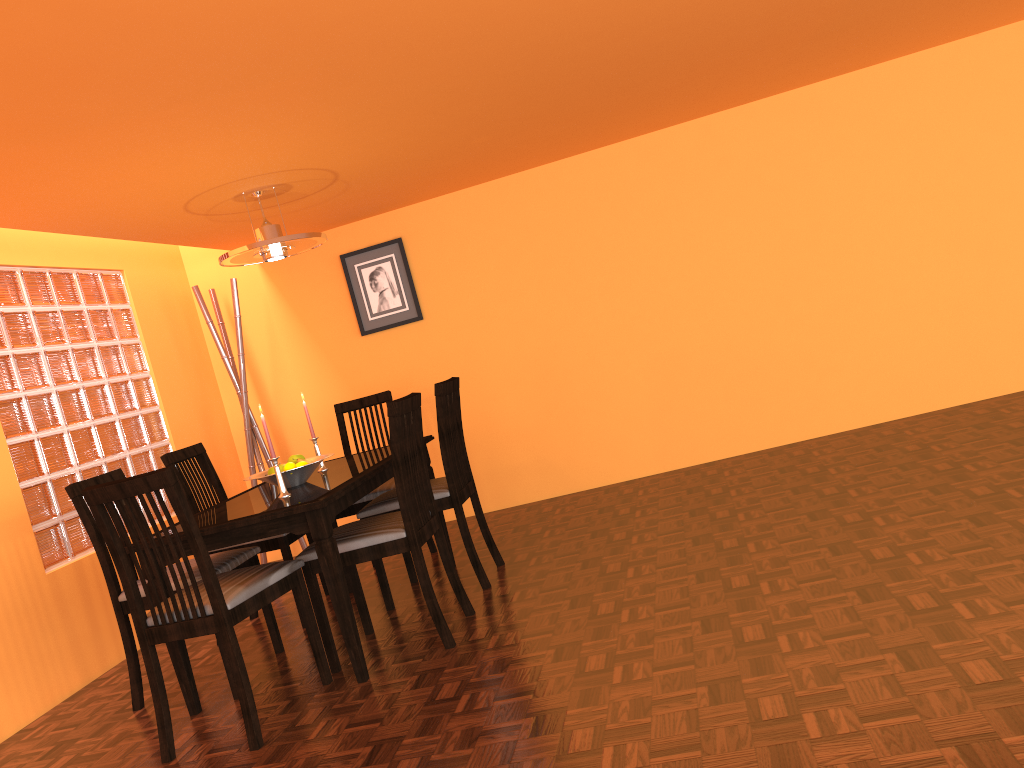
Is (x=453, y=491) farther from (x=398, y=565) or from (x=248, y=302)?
(x=248, y=302)

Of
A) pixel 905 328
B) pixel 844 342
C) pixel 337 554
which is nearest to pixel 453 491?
pixel 337 554

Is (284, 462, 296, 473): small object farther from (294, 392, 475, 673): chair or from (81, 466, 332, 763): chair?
(81, 466, 332, 763): chair

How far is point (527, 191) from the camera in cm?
464

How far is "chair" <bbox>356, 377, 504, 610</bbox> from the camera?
3.4m

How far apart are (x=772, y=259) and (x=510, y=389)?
1.5m

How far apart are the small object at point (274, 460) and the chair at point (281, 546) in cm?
55

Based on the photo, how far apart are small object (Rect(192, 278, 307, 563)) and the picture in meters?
0.6 m

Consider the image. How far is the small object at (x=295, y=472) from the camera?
3.1 meters

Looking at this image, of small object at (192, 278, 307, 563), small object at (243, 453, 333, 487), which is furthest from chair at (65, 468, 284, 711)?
small object at (192, 278, 307, 563)
